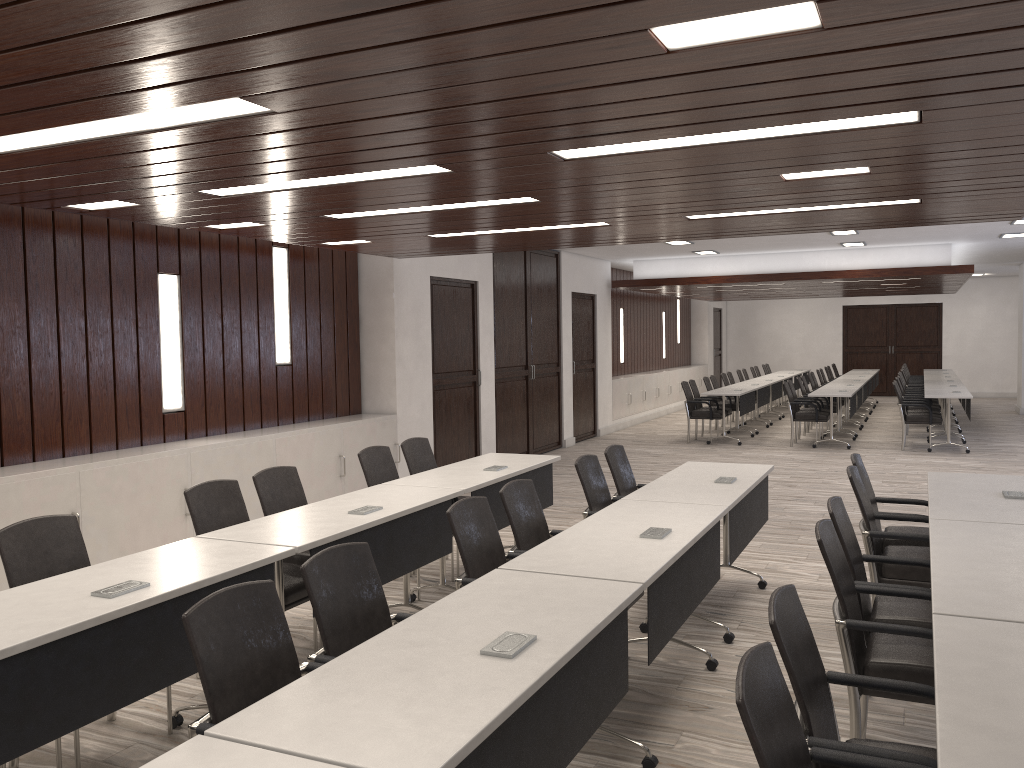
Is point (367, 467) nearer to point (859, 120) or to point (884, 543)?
point (884, 543)

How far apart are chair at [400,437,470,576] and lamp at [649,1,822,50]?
4.2 meters

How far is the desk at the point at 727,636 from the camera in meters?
4.7

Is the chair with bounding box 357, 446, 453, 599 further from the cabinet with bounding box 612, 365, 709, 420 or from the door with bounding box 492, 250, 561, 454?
the cabinet with bounding box 612, 365, 709, 420

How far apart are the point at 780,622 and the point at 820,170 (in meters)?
2.81

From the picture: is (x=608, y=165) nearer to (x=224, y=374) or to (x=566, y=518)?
(x=224, y=374)

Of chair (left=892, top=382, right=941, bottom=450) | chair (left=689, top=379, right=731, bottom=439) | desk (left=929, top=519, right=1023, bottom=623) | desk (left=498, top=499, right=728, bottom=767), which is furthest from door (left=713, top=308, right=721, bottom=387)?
desk (left=929, top=519, right=1023, bottom=623)

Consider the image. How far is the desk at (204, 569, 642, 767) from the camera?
2.0m

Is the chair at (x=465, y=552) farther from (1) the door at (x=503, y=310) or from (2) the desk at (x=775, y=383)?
(2) the desk at (x=775, y=383)

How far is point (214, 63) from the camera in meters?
2.6 m
